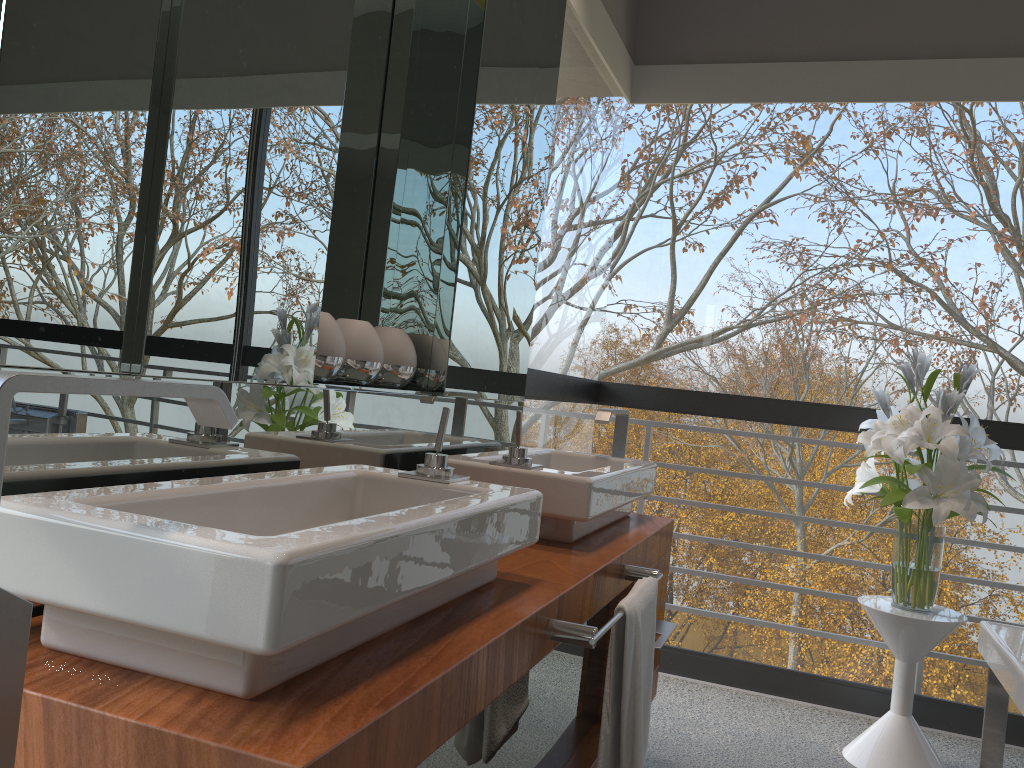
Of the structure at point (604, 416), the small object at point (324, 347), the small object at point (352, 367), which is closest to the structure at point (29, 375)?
the small object at point (324, 347)

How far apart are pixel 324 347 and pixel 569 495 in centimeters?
56cm

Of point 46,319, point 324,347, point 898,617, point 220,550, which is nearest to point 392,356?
point 324,347

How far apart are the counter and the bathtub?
0.8m

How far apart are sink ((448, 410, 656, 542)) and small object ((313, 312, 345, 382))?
0.34m

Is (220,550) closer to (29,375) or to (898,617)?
(29,375)

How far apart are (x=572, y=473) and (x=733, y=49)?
2.2 meters

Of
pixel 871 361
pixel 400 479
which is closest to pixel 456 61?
pixel 400 479

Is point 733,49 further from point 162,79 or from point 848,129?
point 162,79

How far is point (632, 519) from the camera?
2.33m
